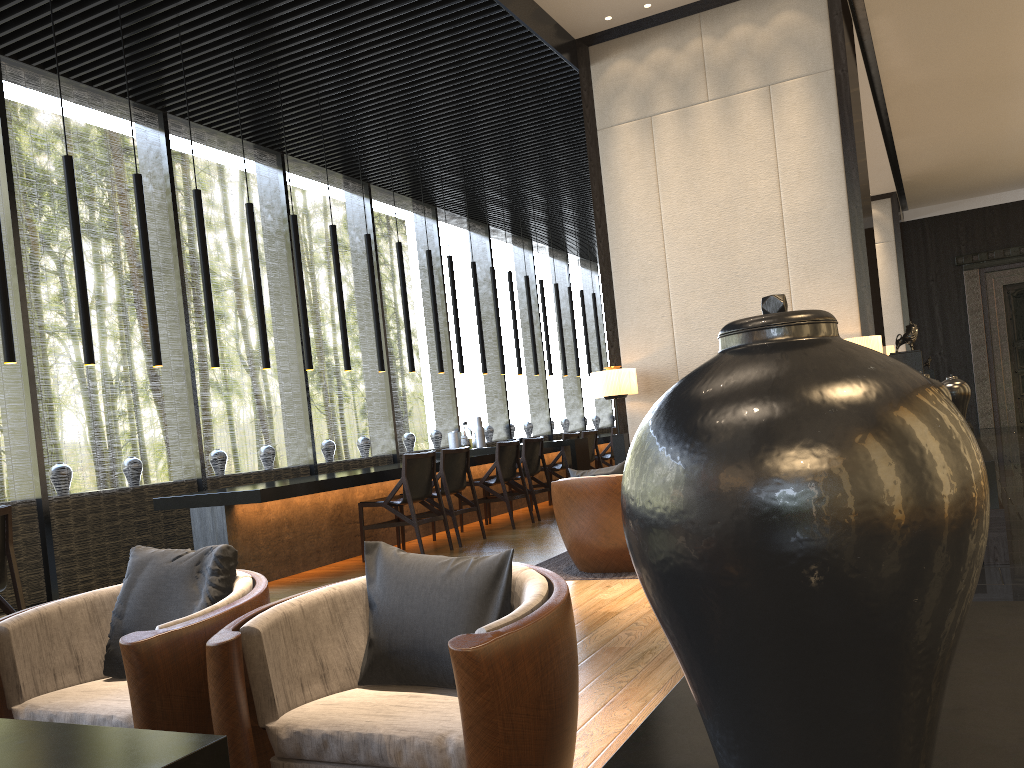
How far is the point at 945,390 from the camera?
5.2 meters

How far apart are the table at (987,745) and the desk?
5.08m

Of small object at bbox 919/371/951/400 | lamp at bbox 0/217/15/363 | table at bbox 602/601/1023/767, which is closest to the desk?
lamp at bbox 0/217/15/363

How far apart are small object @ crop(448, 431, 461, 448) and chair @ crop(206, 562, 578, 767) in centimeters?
765cm

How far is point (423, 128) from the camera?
8.8m

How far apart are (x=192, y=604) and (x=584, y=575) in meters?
3.2 m

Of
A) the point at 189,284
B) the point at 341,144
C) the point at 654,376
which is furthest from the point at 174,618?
the point at 341,144

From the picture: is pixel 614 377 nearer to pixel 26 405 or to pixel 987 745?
pixel 26 405

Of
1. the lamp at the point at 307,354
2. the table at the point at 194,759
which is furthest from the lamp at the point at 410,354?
the table at the point at 194,759

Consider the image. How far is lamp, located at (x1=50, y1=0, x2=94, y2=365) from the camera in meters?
5.3
